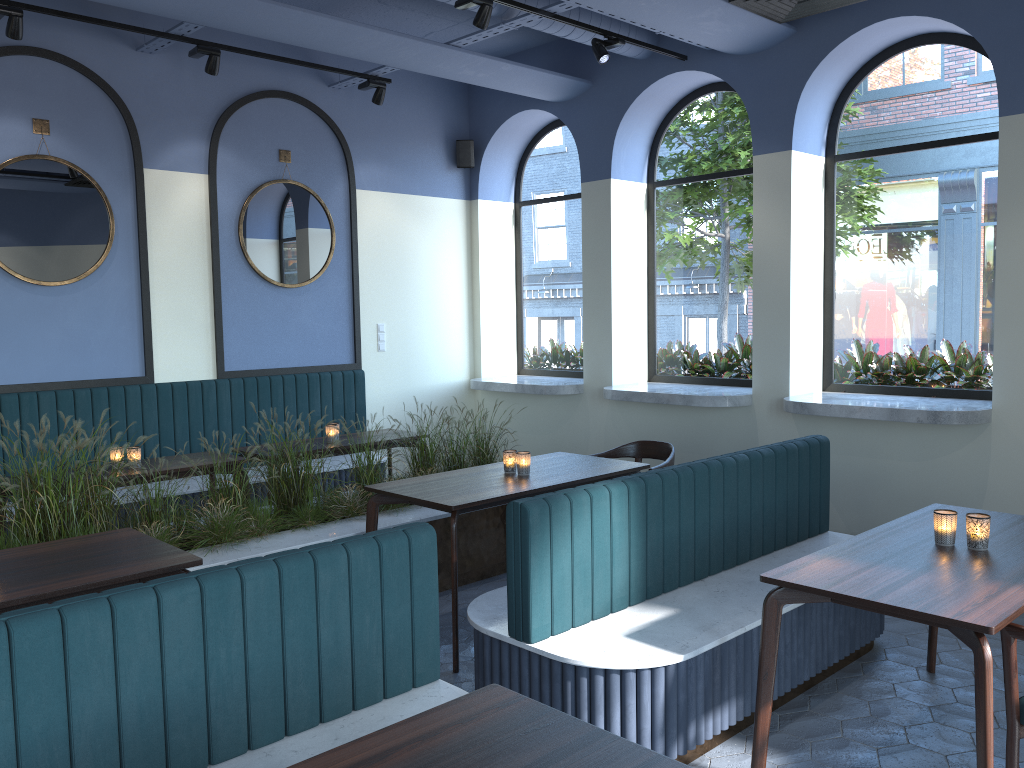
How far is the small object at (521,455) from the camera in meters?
4.7

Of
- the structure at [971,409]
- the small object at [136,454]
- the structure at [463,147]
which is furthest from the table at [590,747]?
the structure at [463,147]

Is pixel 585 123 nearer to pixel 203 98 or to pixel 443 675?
pixel 203 98

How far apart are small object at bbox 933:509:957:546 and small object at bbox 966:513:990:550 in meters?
0.1 m

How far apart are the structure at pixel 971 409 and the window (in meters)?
0.20

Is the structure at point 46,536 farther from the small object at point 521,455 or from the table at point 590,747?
the small object at point 521,455

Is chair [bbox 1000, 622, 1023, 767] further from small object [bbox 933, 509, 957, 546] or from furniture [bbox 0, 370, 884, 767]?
furniture [bbox 0, 370, 884, 767]

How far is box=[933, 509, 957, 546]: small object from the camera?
3.14m

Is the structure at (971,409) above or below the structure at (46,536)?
above

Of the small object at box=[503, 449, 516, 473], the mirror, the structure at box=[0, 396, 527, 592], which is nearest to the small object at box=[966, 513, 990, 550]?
the small object at box=[503, 449, 516, 473]
